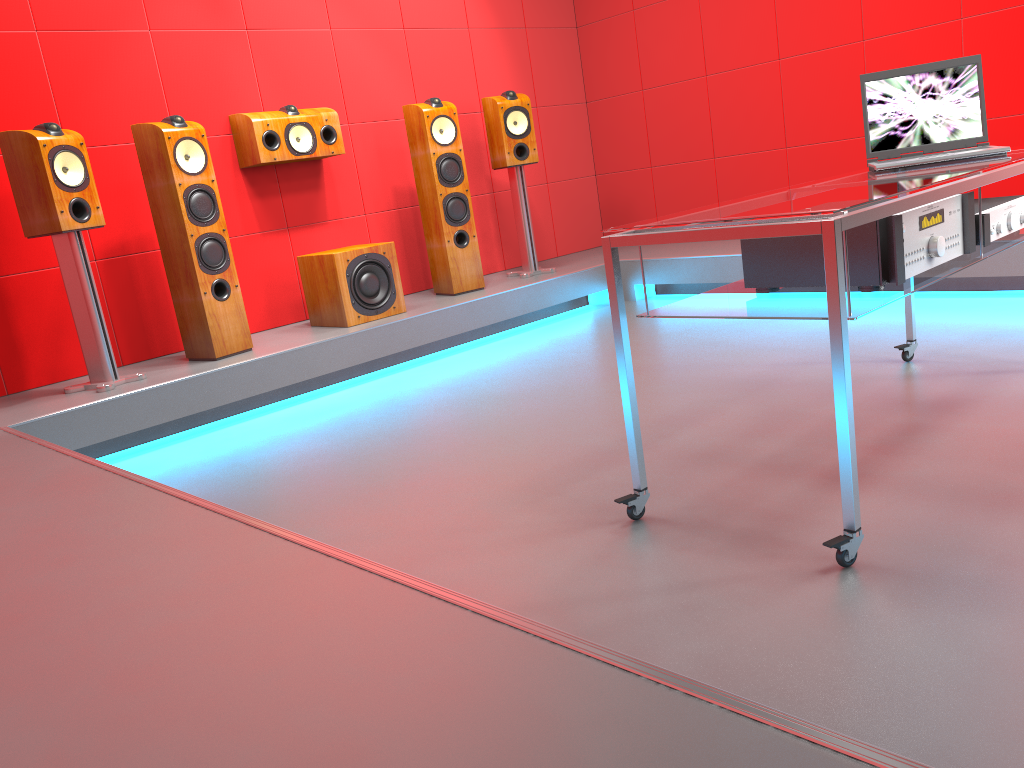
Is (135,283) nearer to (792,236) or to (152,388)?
(152,388)

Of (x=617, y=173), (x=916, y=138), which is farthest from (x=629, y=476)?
(x=617, y=173)

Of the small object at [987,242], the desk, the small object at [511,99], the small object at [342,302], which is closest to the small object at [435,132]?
the small object at [511,99]

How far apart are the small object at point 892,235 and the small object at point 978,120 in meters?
0.4

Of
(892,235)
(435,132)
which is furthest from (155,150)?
(892,235)

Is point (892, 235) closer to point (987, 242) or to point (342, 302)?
point (987, 242)

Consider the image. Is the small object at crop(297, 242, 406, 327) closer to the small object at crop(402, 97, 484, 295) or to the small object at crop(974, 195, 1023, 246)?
the small object at crop(402, 97, 484, 295)

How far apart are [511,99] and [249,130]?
1.50m

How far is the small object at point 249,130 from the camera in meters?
4.3

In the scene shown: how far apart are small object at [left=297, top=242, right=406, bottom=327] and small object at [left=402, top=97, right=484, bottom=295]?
0.4m
